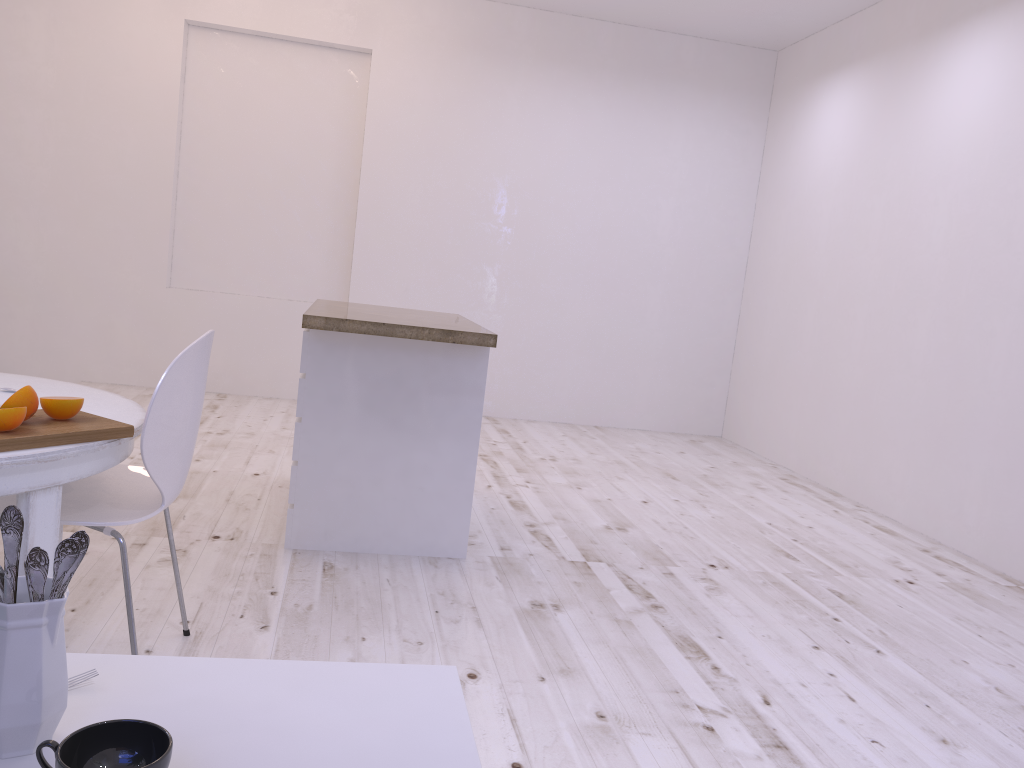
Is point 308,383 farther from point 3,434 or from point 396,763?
point 396,763

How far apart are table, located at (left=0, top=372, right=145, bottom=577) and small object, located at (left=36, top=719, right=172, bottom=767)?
1.0m

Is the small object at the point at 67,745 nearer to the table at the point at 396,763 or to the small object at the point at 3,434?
the table at the point at 396,763

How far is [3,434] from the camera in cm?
161

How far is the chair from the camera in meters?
1.9

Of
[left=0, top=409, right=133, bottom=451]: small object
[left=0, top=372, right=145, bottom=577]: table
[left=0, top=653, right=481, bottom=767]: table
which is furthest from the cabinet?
[left=0, top=653, right=481, bottom=767]: table

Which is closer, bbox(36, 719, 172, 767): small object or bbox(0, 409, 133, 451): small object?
bbox(36, 719, 172, 767): small object

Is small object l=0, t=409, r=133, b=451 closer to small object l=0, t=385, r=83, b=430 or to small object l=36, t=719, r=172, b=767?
small object l=0, t=385, r=83, b=430

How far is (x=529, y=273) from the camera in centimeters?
650cm

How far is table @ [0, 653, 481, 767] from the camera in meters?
0.8 m
